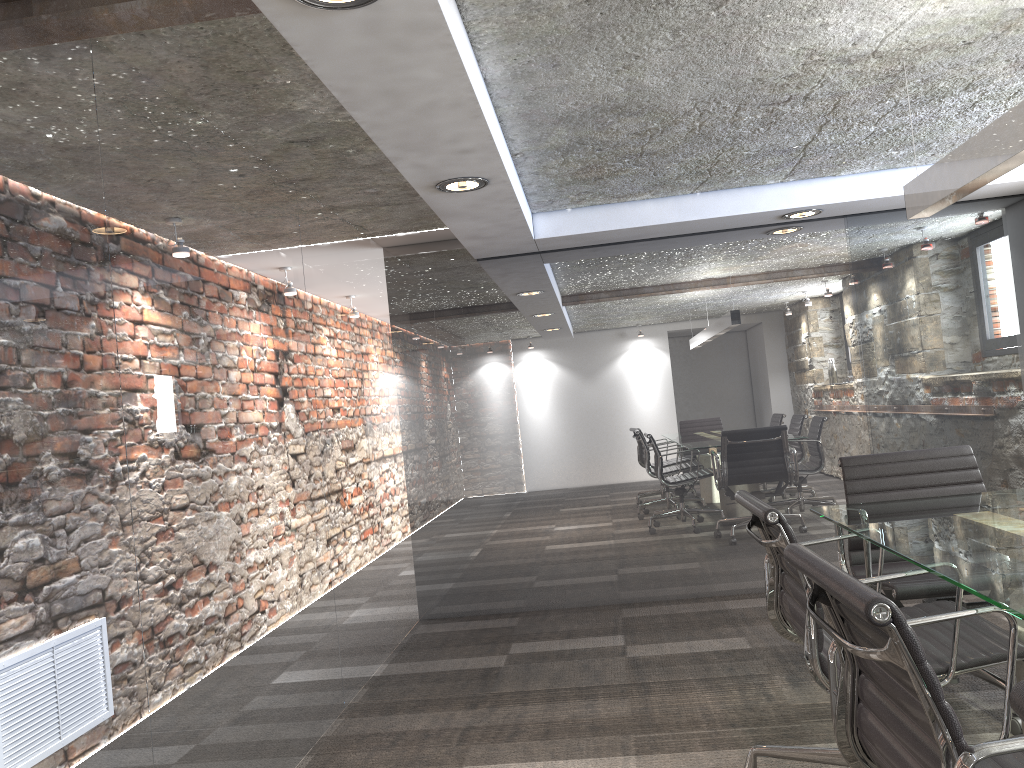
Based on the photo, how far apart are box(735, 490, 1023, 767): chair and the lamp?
1.1m

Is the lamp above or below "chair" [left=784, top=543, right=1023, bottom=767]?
above

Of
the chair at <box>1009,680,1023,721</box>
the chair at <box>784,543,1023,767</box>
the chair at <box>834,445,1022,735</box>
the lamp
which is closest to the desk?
the chair at <box>784,543,1023,767</box>

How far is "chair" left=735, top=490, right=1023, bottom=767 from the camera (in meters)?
2.01

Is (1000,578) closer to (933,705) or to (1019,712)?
(933,705)

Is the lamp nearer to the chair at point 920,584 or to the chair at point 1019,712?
the chair at point 920,584

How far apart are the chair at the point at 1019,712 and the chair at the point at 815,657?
1.27m

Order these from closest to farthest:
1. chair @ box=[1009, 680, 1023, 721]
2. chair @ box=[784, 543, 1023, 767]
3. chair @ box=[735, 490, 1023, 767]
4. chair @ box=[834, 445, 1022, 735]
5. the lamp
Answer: chair @ box=[1009, 680, 1023, 721] → chair @ box=[784, 543, 1023, 767] → chair @ box=[735, 490, 1023, 767] → the lamp → chair @ box=[834, 445, 1022, 735]

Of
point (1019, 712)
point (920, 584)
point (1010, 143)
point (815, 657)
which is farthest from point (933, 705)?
point (920, 584)

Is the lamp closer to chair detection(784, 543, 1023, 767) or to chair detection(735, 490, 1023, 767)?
chair detection(735, 490, 1023, 767)
